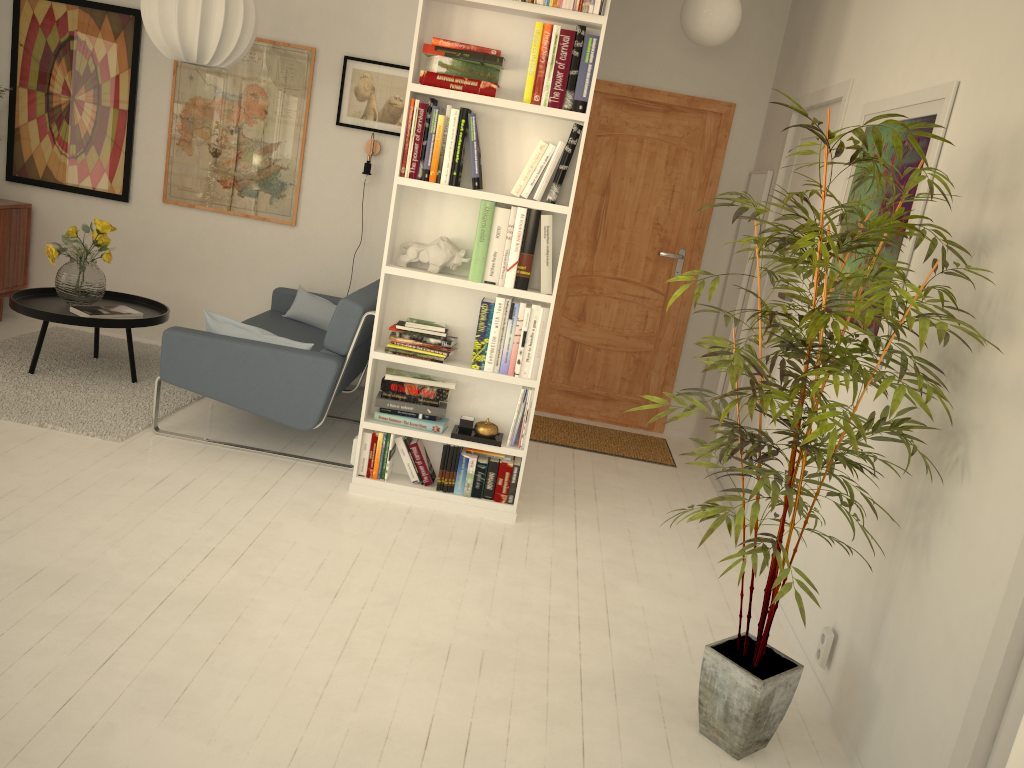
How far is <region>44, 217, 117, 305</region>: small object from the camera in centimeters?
457cm

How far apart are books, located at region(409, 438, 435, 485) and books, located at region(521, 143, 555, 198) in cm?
113

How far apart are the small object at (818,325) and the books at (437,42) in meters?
1.5 m

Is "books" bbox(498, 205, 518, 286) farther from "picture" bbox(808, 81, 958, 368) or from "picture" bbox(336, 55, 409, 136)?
"picture" bbox(336, 55, 409, 136)

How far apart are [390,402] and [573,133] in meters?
1.3

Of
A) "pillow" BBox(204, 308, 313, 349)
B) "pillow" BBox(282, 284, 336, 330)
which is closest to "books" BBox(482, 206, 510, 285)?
"pillow" BBox(204, 308, 313, 349)

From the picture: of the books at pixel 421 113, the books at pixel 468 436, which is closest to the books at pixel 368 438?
the books at pixel 468 436

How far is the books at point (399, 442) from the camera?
3.77m

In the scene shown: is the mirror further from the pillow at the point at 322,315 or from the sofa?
the pillow at the point at 322,315

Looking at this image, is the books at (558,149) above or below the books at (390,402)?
above
